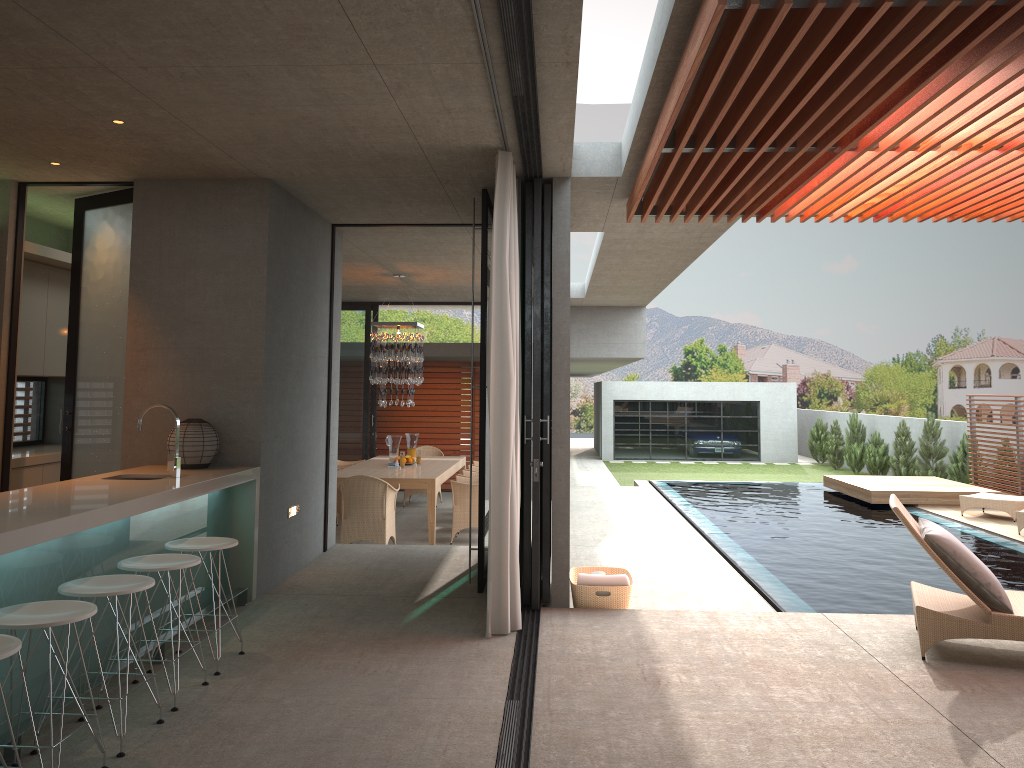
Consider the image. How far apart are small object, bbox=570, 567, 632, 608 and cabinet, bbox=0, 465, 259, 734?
2.2 meters

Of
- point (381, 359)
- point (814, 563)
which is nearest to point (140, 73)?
point (381, 359)

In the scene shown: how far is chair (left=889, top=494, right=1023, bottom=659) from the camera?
4.83m

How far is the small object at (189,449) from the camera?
5.9 meters

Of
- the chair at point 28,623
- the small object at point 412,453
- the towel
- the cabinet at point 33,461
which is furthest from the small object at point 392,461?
the chair at point 28,623

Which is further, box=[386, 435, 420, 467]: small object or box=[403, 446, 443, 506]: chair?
box=[386, 435, 420, 467]: small object

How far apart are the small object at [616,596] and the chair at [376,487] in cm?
303

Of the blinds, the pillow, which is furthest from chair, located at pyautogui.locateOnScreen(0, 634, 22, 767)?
the pillow

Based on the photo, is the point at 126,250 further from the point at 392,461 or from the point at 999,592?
the point at 392,461

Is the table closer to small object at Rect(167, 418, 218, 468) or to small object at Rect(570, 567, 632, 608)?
small object at Rect(570, 567, 632, 608)
